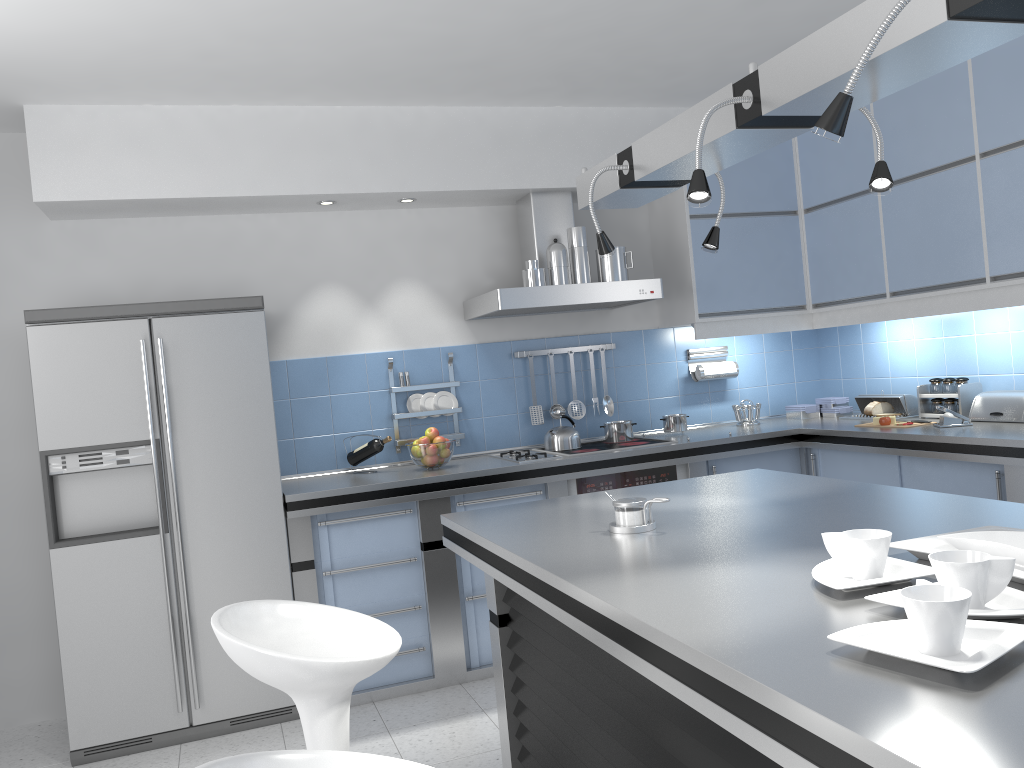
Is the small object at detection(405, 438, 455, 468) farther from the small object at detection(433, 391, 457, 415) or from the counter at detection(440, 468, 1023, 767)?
the counter at detection(440, 468, 1023, 767)

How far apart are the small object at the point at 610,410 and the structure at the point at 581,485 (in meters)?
0.61

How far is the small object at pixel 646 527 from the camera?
2.27m

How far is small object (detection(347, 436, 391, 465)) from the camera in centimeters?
436cm

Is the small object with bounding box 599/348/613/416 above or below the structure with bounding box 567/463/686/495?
above

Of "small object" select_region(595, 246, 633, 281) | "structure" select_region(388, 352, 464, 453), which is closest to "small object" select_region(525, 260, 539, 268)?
"small object" select_region(595, 246, 633, 281)

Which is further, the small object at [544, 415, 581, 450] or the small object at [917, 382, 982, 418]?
the small object at [544, 415, 581, 450]

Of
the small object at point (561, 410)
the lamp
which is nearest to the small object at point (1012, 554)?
the lamp

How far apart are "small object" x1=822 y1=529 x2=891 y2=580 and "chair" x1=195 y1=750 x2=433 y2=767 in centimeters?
85cm

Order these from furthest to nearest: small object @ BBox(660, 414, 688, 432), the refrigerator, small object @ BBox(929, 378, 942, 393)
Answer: small object @ BBox(660, 414, 688, 432)
small object @ BBox(929, 378, 942, 393)
the refrigerator
